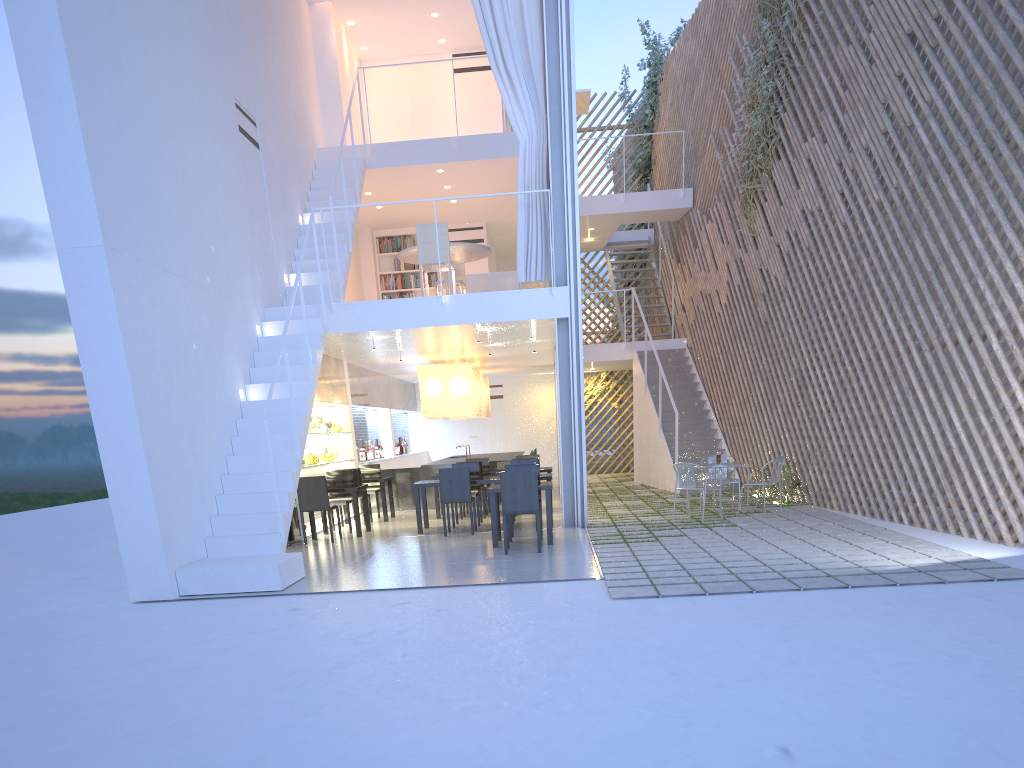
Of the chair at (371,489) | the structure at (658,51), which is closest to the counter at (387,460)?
the chair at (371,489)

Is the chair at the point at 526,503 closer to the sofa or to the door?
the sofa

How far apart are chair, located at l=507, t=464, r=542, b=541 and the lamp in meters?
2.4

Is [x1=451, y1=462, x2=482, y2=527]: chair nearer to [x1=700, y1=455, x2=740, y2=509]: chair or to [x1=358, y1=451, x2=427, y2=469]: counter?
[x1=700, y1=455, x2=740, y2=509]: chair

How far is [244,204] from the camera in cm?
533

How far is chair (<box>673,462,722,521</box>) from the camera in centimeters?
530cm

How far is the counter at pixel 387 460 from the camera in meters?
8.3

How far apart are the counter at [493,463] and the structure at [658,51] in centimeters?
432cm

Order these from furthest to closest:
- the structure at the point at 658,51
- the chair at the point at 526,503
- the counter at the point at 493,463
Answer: the structure at the point at 658,51, the counter at the point at 493,463, the chair at the point at 526,503

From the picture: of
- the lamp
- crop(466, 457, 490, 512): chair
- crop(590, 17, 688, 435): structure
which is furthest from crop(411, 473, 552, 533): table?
crop(590, 17, 688, 435): structure
